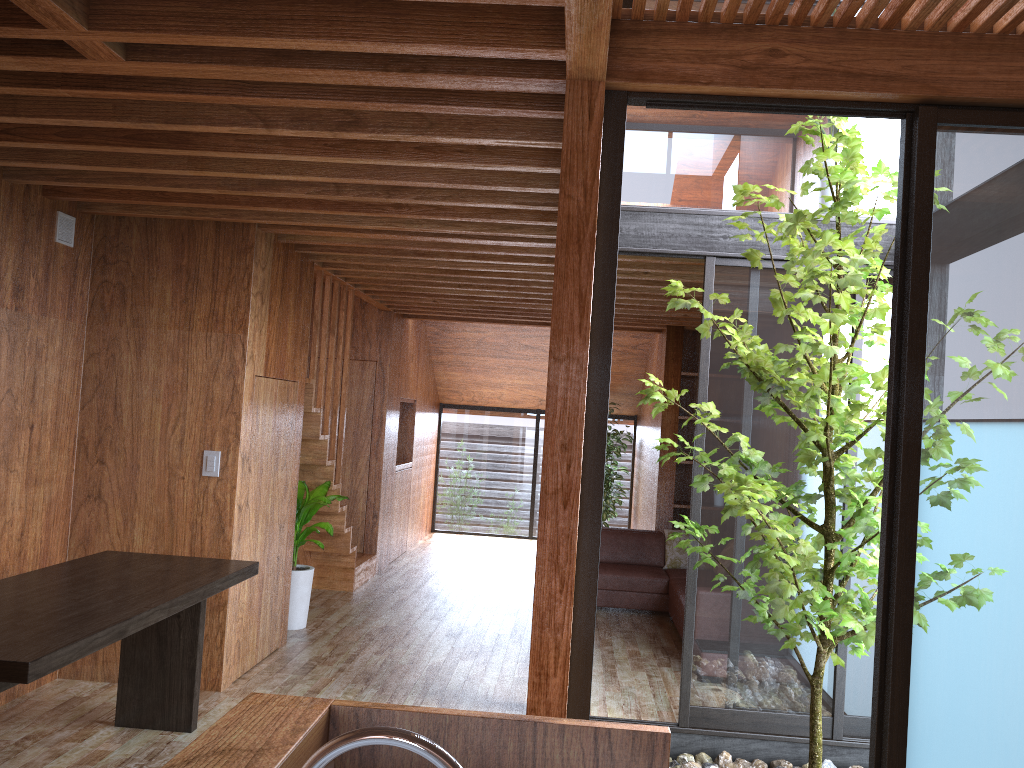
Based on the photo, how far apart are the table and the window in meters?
2.0

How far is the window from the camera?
2.17m

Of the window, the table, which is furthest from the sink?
the window

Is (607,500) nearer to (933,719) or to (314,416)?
(314,416)

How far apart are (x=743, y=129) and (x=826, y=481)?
1.9 meters

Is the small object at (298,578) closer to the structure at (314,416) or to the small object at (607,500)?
the structure at (314,416)

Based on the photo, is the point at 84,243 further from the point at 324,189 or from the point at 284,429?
the point at 324,189

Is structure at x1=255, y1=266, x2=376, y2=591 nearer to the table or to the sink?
the table

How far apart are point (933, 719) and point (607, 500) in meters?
7.7 m

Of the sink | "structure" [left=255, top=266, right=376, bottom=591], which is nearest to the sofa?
"structure" [left=255, top=266, right=376, bottom=591]
